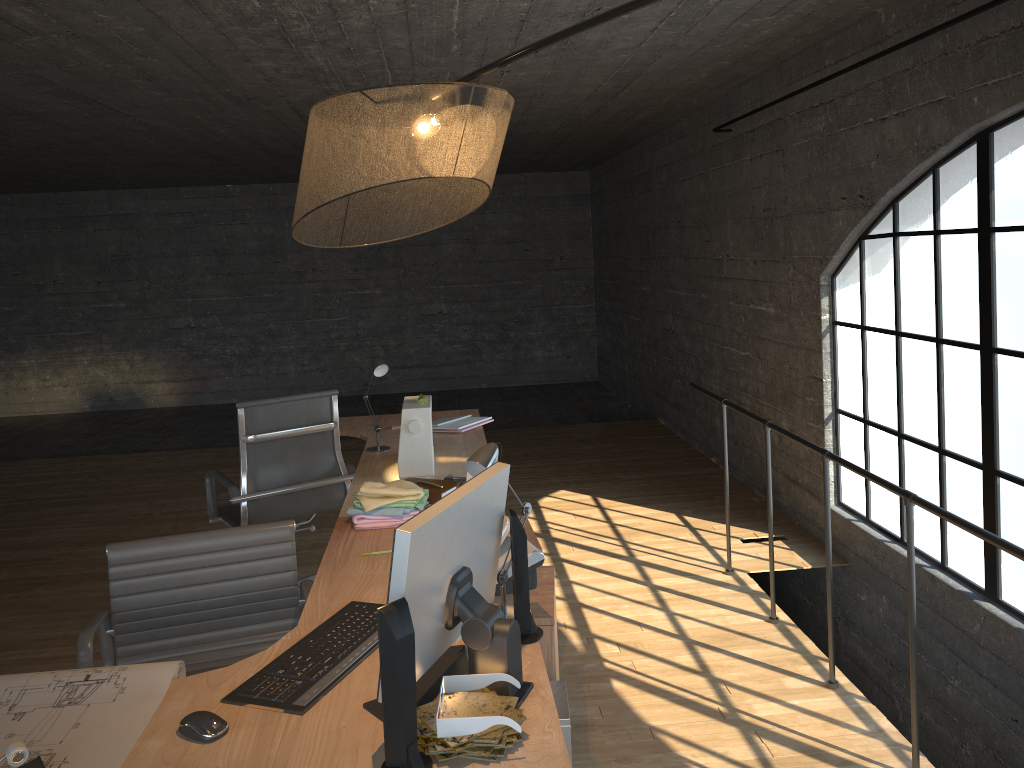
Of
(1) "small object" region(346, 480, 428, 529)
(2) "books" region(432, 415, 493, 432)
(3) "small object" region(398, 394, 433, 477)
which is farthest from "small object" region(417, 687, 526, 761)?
(2) "books" region(432, 415, 493, 432)

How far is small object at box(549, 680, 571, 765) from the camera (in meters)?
2.28

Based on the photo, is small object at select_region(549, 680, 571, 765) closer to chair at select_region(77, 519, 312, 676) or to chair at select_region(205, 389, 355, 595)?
chair at select_region(77, 519, 312, 676)

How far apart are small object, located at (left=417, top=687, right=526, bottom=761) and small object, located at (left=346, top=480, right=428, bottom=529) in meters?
1.1

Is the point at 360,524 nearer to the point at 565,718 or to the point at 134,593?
the point at 134,593

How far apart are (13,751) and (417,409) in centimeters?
202cm

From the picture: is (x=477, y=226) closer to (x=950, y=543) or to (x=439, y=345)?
(x=439, y=345)

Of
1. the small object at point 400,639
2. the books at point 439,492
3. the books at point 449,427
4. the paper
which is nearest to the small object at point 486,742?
the small object at point 400,639

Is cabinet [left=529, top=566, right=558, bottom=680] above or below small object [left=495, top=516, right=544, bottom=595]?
below

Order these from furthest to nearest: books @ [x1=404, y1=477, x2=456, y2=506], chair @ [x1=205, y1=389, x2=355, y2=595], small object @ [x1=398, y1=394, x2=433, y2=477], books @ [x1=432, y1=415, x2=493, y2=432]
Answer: books @ [x1=432, y1=415, x2=493, y2=432] < chair @ [x1=205, y1=389, x2=355, y2=595] < small object @ [x1=398, y1=394, x2=433, y2=477] < books @ [x1=404, y1=477, x2=456, y2=506]
